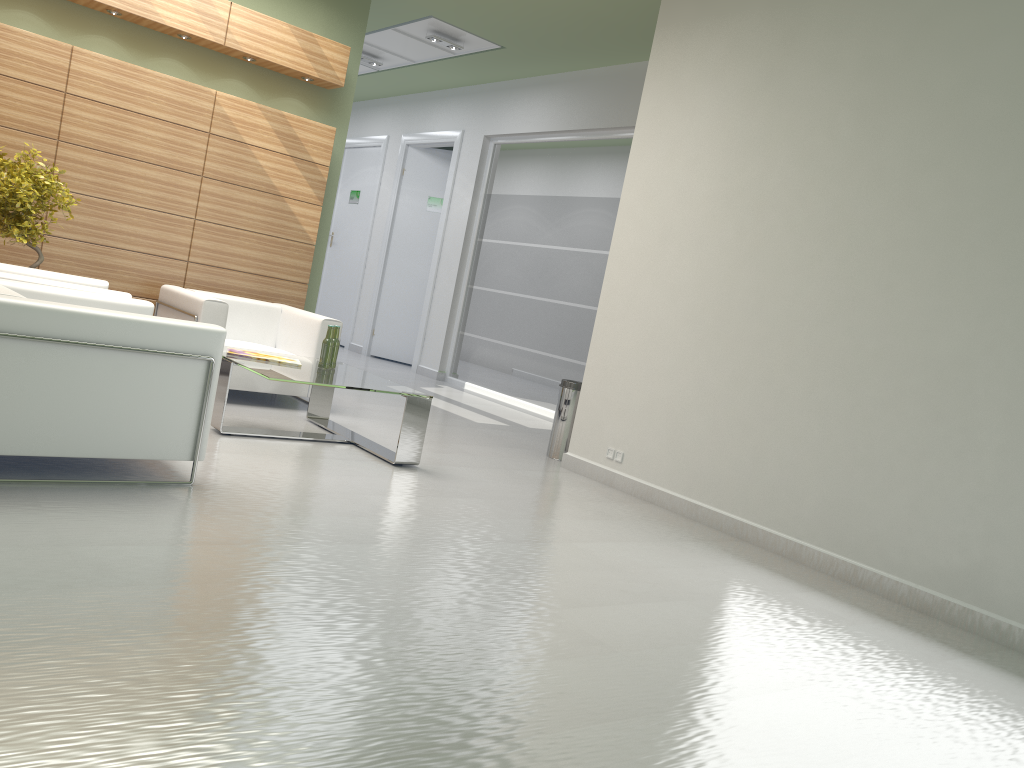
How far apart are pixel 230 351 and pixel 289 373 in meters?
1.0

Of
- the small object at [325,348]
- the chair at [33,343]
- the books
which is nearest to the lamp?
the small object at [325,348]

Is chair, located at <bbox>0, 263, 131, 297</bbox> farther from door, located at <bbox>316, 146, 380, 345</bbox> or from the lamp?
door, located at <bbox>316, 146, 380, 345</bbox>

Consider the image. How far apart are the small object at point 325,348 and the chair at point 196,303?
1.6 meters

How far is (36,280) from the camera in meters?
7.9 m

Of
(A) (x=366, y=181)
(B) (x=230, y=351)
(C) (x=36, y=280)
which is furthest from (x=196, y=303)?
(A) (x=366, y=181)

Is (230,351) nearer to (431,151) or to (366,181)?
(431,151)

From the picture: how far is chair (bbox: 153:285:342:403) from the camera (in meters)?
10.47

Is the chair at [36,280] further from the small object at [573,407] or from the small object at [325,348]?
the small object at [573,407]

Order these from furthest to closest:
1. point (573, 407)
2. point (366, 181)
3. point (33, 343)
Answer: point (366, 181) → point (573, 407) → point (33, 343)
